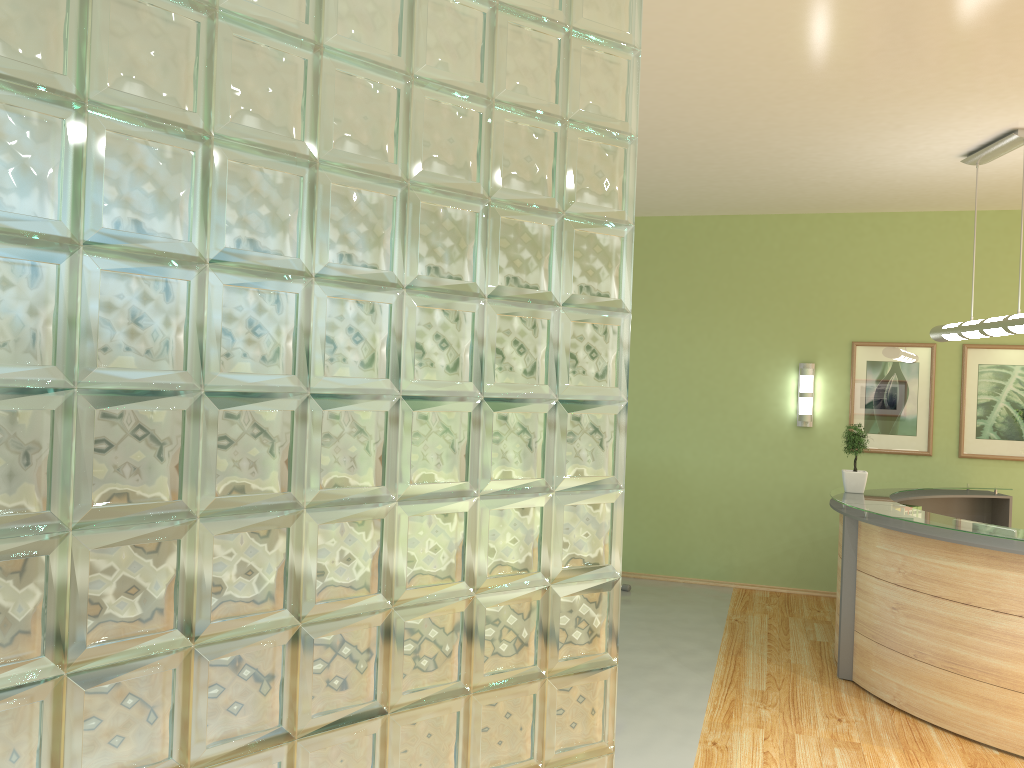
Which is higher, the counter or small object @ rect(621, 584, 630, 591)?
the counter

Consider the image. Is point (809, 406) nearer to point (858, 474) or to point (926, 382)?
point (926, 382)

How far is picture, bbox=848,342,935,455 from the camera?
7.9 meters

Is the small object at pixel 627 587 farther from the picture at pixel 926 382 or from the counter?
the picture at pixel 926 382

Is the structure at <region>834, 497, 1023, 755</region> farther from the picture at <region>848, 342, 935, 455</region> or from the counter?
the picture at <region>848, 342, 935, 455</region>

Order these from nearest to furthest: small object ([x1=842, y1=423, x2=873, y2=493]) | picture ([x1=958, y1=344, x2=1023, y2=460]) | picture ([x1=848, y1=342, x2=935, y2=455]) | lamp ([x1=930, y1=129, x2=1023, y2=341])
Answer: lamp ([x1=930, y1=129, x2=1023, y2=341])
small object ([x1=842, y1=423, x2=873, y2=493])
picture ([x1=958, y1=344, x2=1023, y2=460])
picture ([x1=848, y1=342, x2=935, y2=455])

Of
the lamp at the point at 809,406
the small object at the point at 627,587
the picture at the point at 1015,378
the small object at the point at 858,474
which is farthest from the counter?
the small object at the point at 627,587

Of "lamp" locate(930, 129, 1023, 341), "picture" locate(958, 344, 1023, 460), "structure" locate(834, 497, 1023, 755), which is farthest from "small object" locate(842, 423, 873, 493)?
"picture" locate(958, 344, 1023, 460)

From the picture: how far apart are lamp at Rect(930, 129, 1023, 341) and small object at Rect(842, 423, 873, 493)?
0.86m

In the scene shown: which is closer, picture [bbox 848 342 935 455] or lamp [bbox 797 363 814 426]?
picture [bbox 848 342 935 455]
